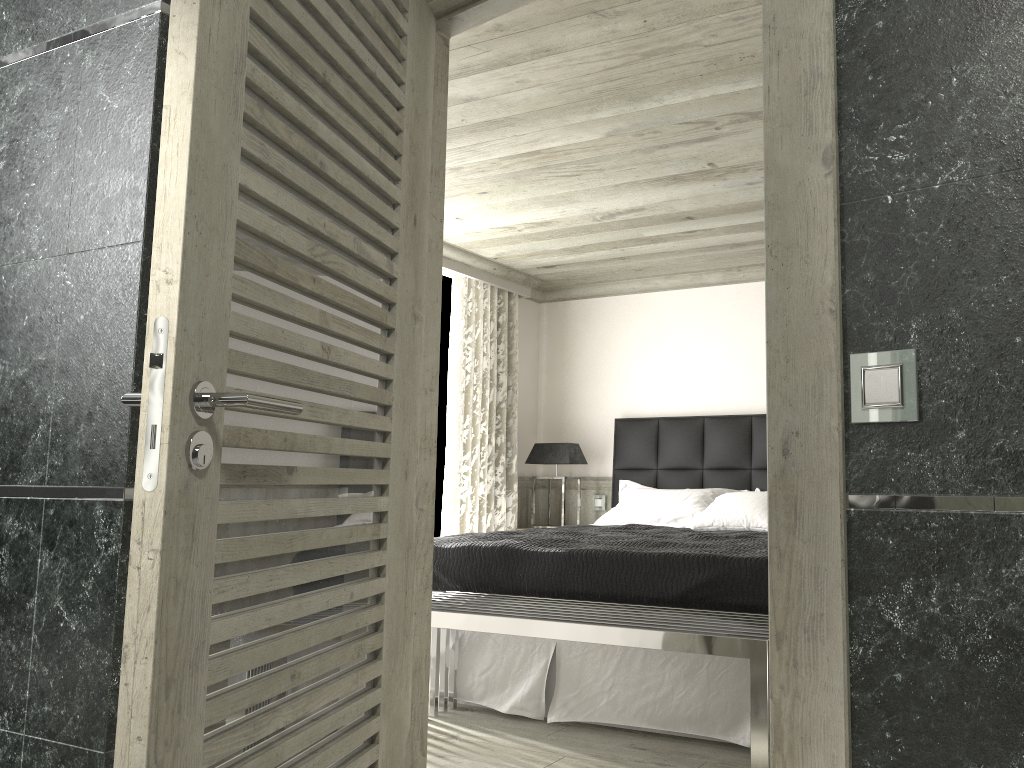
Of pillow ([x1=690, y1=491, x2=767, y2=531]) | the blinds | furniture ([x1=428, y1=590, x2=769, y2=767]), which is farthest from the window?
furniture ([x1=428, y1=590, x2=769, y2=767])

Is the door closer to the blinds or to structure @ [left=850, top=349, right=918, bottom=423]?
structure @ [left=850, top=349, right=918, bottom=423]

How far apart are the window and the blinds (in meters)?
0.18

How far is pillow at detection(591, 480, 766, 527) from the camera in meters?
6.2

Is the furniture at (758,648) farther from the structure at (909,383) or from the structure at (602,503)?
the structure at (602,503)

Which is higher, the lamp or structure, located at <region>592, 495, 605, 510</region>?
the lamp

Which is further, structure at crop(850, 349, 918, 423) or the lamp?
the lamp

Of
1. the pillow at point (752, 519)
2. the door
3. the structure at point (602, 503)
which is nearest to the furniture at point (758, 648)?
the door

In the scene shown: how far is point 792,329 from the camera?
1.6 meters

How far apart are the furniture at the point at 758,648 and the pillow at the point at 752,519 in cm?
198
